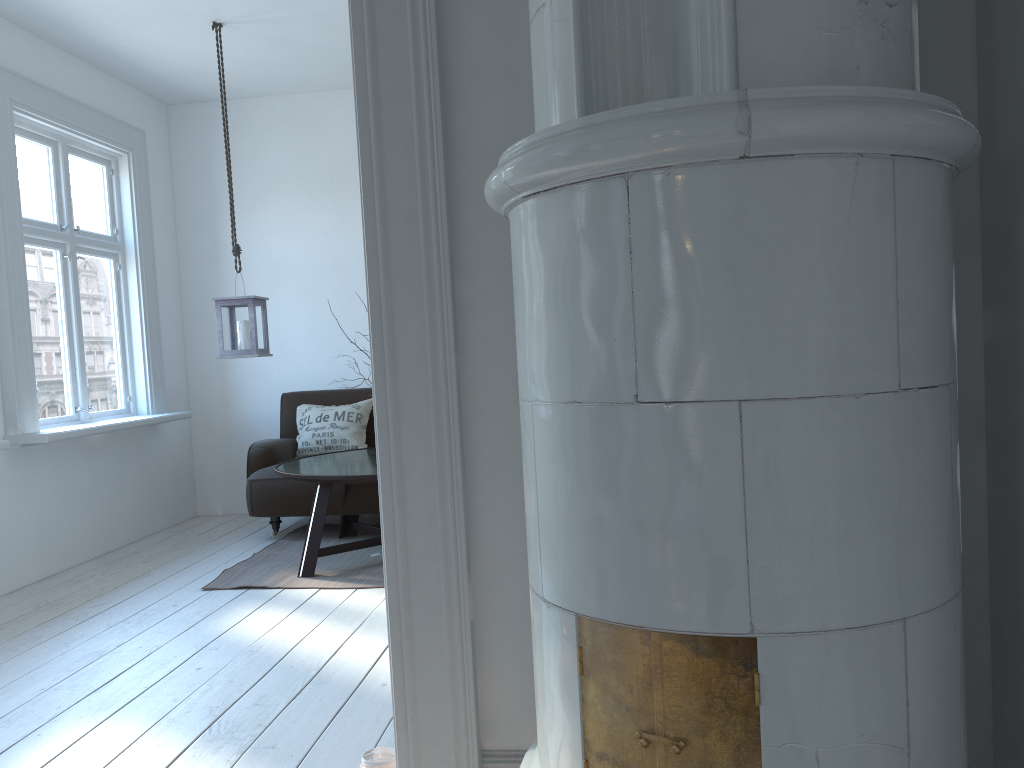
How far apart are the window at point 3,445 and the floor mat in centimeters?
109cm

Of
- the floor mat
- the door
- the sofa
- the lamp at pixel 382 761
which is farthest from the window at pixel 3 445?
the door

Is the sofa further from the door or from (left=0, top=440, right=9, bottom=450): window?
the door

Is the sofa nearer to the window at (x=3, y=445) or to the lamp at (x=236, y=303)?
the lamp at (x=236, y=303)

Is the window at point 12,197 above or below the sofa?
above

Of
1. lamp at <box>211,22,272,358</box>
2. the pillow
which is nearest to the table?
the pillow

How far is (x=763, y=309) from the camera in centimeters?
116cm

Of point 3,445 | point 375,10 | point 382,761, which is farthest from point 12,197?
point 382,761

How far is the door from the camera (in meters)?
1.78

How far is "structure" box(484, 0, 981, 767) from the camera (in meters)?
1.16
